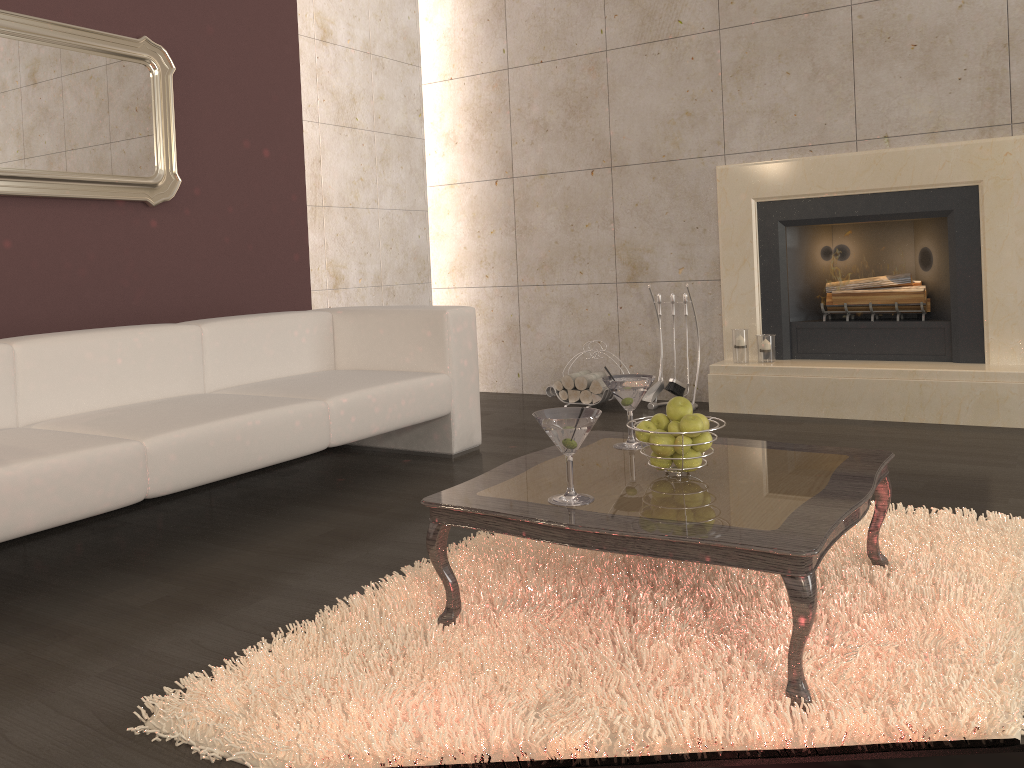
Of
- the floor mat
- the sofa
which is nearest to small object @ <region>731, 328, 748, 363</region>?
the sofa

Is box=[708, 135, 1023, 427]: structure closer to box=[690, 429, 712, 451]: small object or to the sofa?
the sofa

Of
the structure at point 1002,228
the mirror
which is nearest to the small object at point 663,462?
the structure at point 1002,228

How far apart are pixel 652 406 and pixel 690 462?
2.9 meters

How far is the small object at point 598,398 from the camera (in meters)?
4.93

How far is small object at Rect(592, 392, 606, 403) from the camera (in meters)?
4.93

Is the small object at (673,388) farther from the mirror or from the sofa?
the mirror

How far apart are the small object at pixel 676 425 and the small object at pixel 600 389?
2.8 meters

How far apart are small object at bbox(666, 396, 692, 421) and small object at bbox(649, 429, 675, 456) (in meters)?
0.06

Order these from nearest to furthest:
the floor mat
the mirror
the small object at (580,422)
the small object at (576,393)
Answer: the floor mat → the small object at (580,422) → the mirror → the small object at (576,393)
